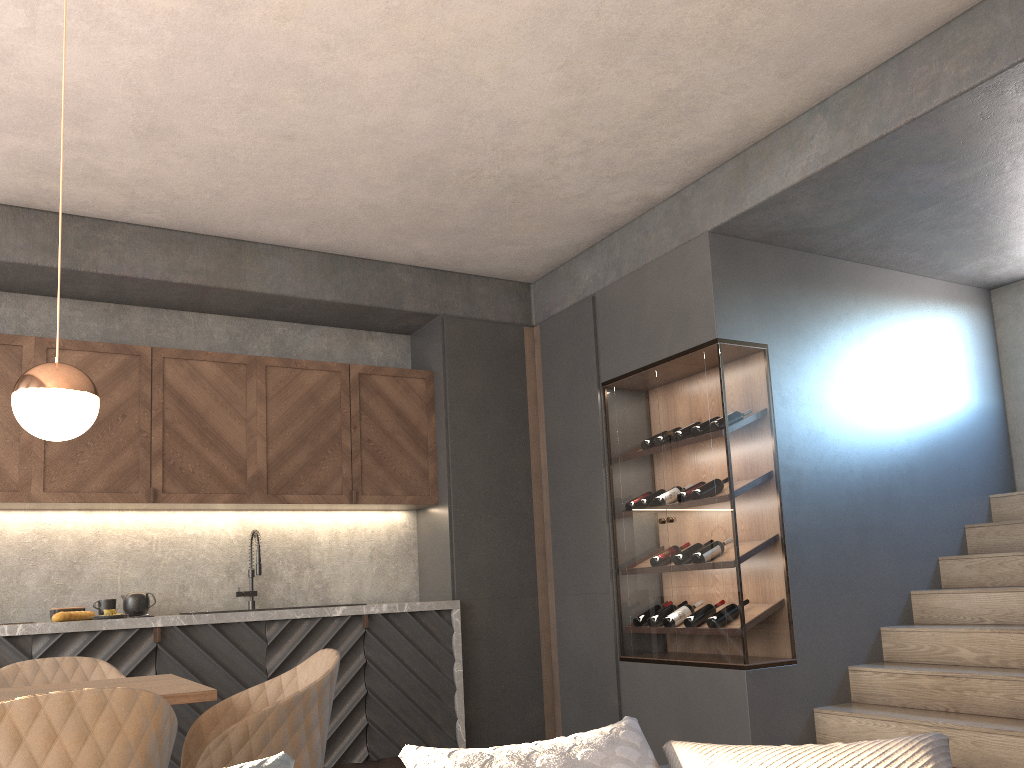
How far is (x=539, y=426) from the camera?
5.8m

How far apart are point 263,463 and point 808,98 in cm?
343

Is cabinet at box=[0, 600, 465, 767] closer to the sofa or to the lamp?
the lamp

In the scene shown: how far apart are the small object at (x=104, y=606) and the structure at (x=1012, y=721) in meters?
3.6 m

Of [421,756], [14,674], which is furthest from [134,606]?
[421,756]

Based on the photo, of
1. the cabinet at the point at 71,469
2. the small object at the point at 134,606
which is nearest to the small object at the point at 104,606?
the small object at the point at 134,606

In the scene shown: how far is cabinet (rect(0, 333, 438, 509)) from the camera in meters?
4.6

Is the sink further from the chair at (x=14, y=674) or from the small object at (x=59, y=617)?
the chair at (x=14, y=674)

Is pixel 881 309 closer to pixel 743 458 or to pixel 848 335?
pixel 848 335

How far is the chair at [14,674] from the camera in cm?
311
